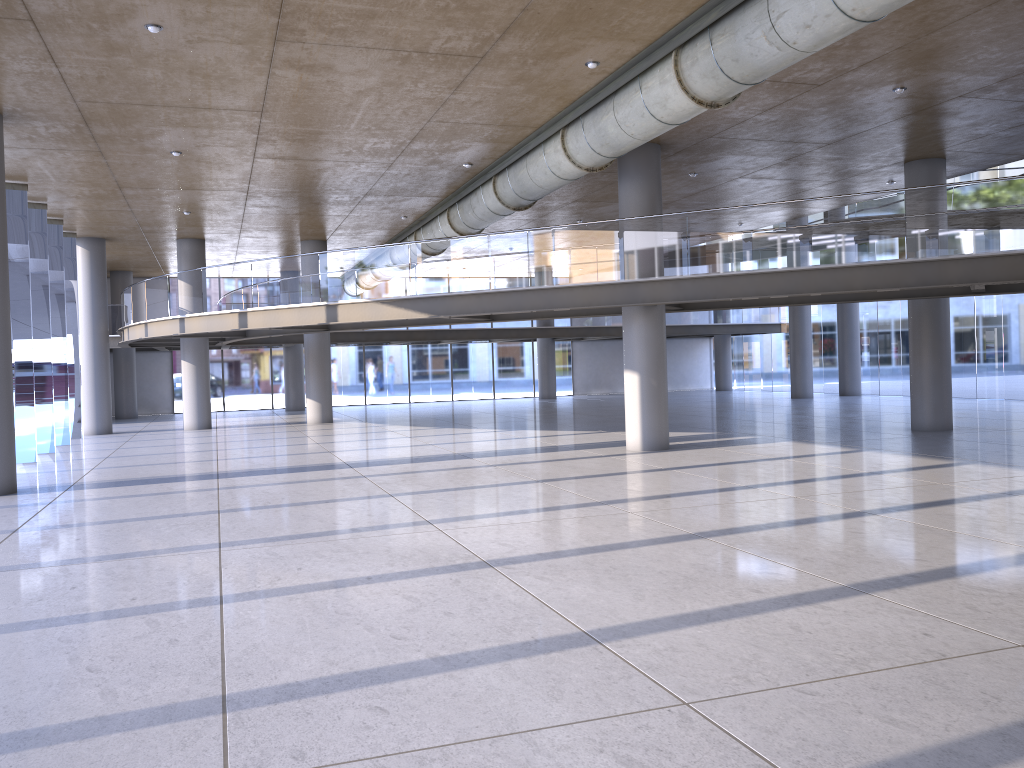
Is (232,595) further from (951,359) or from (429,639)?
(951,359)
